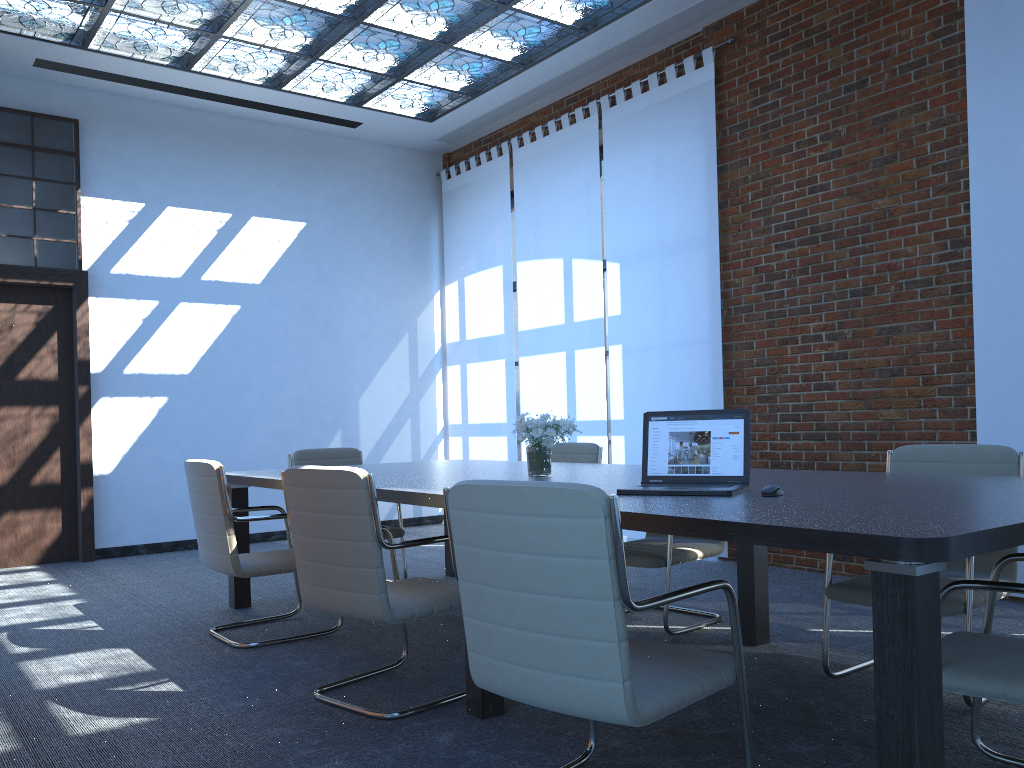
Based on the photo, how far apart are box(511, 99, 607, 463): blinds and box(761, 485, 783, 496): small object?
4.8m

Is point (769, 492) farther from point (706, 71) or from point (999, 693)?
point (706, 71)

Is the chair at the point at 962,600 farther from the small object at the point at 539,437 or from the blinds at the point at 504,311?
the blinds at the point at 504,311

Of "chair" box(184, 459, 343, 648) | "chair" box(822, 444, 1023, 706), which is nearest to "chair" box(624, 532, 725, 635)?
"chair" box(822, 444, 1023, 706)

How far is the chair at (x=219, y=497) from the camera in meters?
4.2

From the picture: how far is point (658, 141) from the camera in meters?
7.0 m

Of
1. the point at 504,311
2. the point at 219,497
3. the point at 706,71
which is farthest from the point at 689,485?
the point at 504,311

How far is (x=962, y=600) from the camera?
3.13m

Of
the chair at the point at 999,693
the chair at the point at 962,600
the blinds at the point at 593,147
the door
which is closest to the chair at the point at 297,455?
the blinds at the point at 593,147

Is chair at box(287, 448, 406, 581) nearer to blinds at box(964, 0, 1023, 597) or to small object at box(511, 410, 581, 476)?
small object at box(511, 410, 581, 476)
